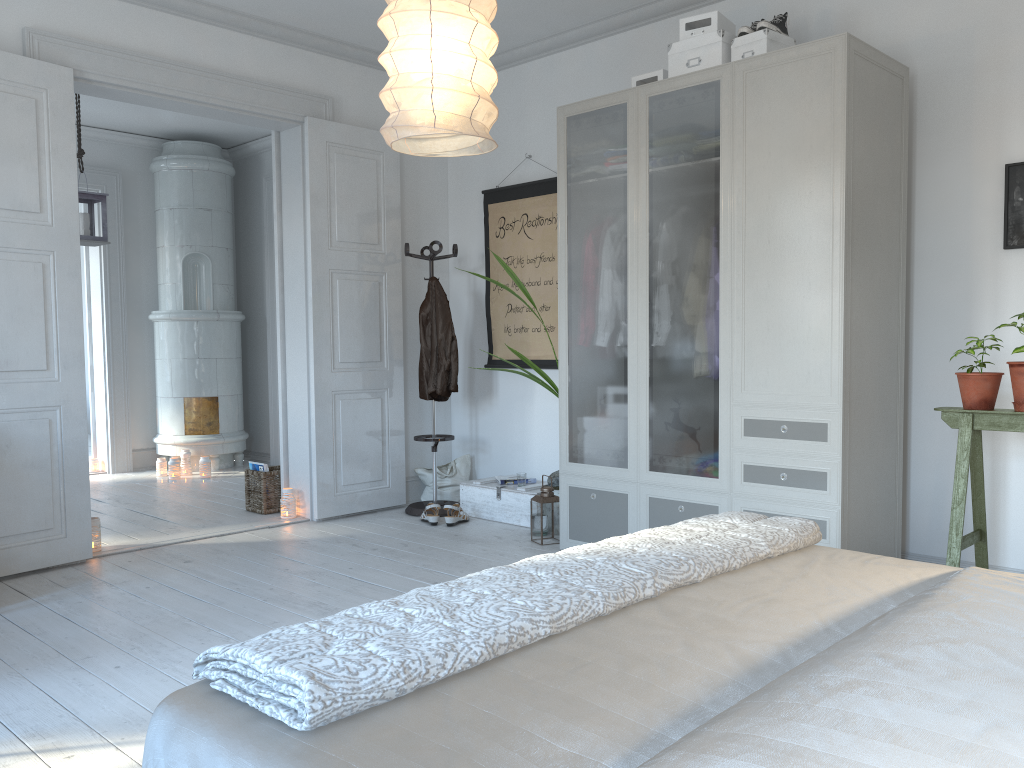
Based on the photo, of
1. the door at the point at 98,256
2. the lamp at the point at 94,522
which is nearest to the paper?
the lamp at the point at 94,522

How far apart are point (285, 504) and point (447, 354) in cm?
131

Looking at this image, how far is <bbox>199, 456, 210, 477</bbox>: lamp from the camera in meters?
7.0 m

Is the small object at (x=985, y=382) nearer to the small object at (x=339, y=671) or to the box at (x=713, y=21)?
the small object at (x=339, y=671)

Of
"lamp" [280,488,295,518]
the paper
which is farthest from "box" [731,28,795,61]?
"lamp" [280,488,295,518]

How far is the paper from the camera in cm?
524

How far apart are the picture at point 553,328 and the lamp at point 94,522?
2.5 meters

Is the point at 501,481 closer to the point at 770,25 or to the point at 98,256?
the point at 770,25

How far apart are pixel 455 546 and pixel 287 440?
1.5m

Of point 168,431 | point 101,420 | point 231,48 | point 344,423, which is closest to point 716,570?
point 344,423
